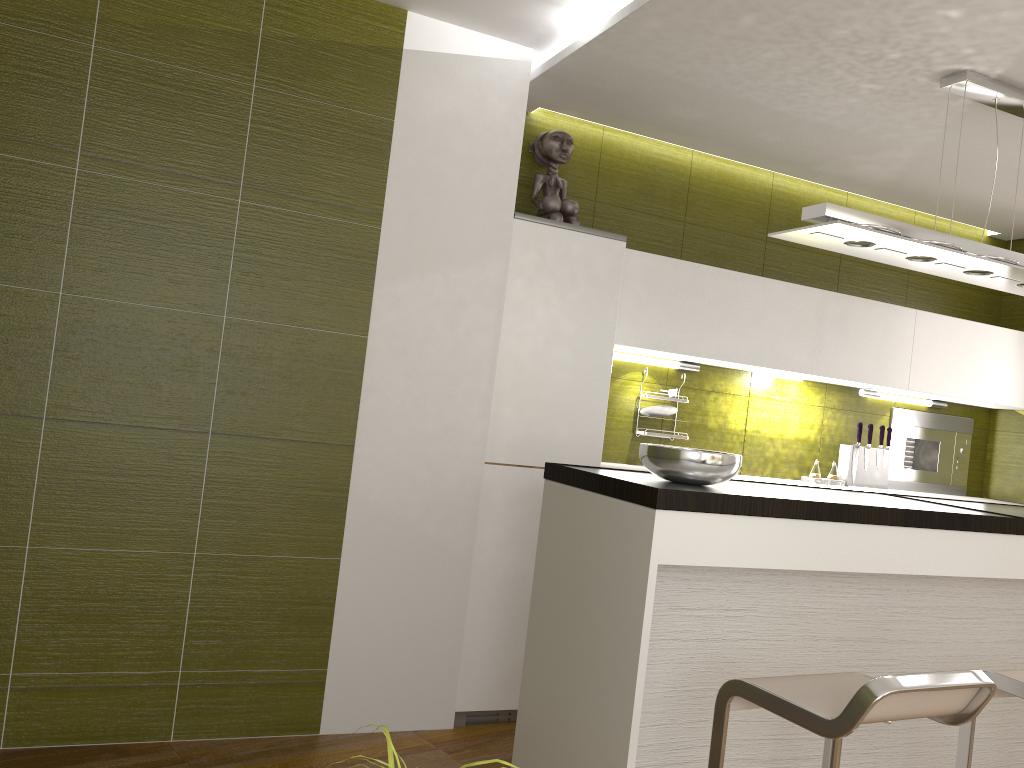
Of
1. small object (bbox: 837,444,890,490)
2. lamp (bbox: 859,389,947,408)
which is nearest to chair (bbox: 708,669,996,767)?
small object (bbox: 837,444,890,490)

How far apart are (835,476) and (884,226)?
2.2m

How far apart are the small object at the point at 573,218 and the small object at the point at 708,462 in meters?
1.5

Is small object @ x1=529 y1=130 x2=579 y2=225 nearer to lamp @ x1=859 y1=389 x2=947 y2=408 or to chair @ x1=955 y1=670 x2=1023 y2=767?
lamp @ x1=859 y1=389 x2=947 y2=408

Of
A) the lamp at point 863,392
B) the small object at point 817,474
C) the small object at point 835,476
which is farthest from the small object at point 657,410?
the lamp at point 863,392

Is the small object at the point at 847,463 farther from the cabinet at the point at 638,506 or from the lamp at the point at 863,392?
the cabinet at the point at 638,506

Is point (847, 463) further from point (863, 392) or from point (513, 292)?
point (513, 292)

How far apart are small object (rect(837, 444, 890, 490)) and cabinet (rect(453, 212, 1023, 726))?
0.4m

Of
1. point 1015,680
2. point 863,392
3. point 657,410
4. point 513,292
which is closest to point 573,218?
point 513,292

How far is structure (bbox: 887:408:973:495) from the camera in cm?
510
